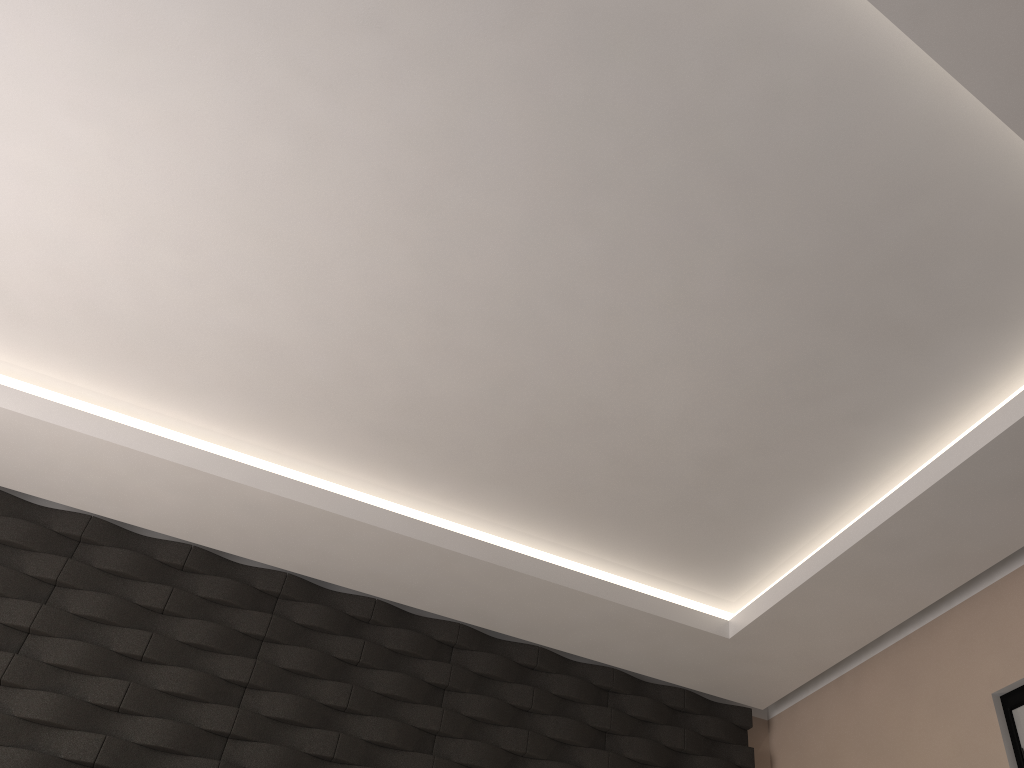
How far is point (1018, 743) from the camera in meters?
3.1

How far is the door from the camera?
3.12m

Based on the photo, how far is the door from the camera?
3.12m
